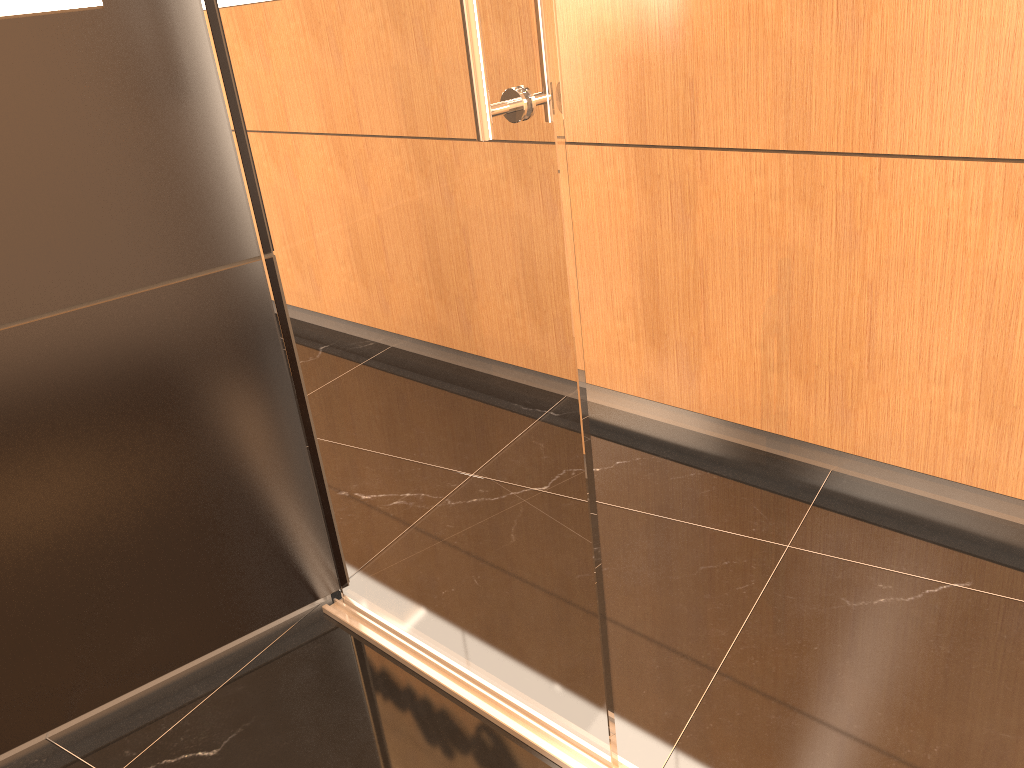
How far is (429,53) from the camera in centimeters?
132cm

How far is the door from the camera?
1.3m

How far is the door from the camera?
1.3 meters
